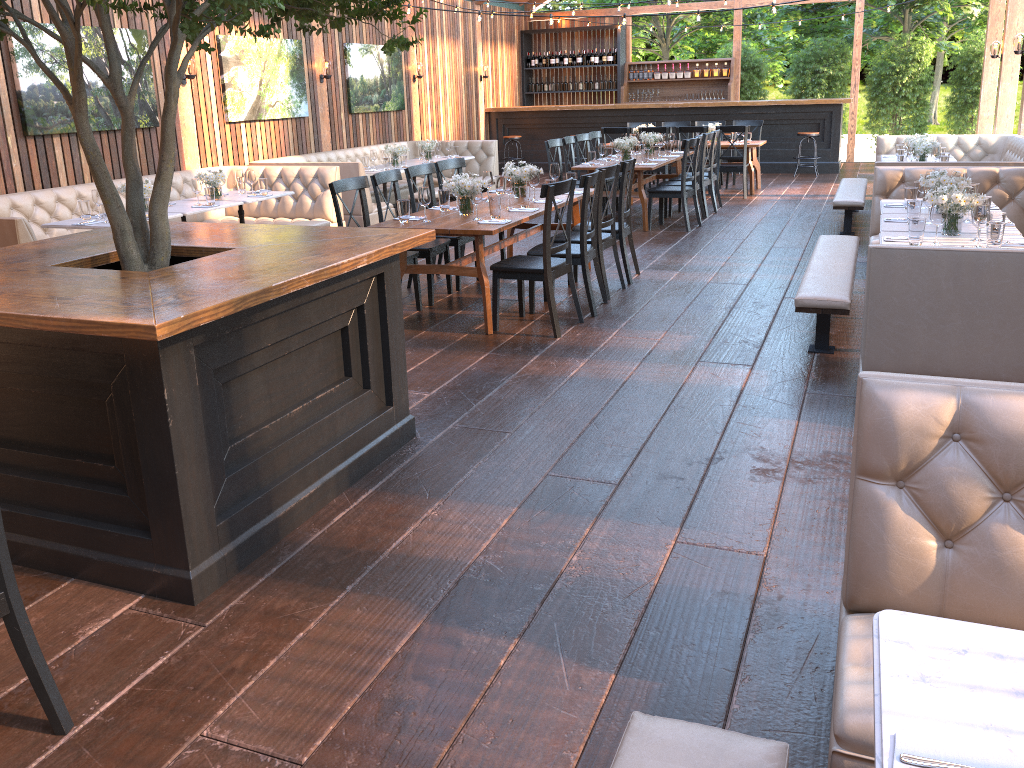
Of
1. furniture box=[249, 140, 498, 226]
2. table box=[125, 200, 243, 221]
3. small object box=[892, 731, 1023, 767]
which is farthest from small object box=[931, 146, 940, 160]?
small object box=[892, 731, 1023, 767]

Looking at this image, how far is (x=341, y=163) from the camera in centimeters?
1013cm

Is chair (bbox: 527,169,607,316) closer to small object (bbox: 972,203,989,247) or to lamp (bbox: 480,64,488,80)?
small object (bbox: 972,203,989,247)

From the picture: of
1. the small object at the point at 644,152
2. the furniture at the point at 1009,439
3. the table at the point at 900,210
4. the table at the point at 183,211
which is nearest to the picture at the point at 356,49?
the small object at the point at 644,152

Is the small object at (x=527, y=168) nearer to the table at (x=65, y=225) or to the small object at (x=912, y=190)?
the small object at (x=912, y=190)

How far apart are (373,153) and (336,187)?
5.2 meters

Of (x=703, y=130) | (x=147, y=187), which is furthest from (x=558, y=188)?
(x=703, y=130)

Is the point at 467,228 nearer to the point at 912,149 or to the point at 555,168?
the point at 555,168

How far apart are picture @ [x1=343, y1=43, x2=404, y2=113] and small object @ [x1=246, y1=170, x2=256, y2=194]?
4.5 meters

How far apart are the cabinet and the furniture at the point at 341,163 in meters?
5.8
